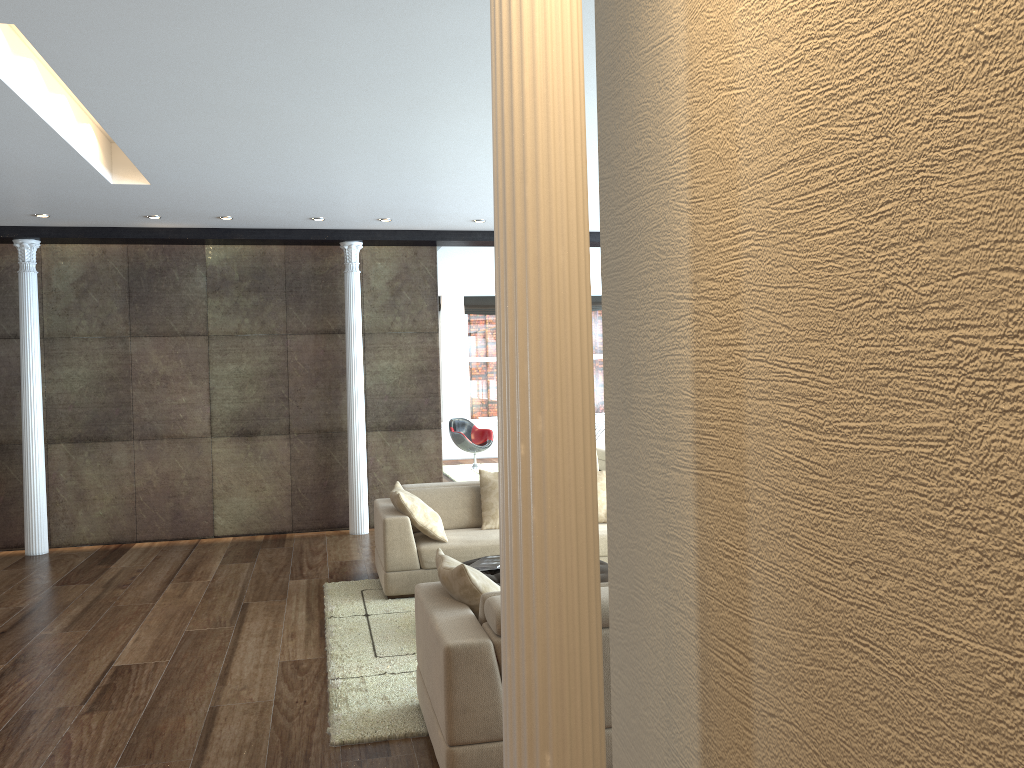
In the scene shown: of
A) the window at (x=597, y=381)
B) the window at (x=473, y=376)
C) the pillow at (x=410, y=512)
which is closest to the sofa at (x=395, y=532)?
the pillow at (x=410, y=512)

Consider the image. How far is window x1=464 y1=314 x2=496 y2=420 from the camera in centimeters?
1655cm

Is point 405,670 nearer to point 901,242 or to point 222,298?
point 901,242

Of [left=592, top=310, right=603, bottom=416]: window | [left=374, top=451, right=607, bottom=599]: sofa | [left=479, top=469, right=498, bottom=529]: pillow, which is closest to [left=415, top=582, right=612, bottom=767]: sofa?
[left=374, top=451, right=607, bottom=599]: sofa

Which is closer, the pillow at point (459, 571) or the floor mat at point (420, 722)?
the pillow at point (459, 571)

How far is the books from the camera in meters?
5.5

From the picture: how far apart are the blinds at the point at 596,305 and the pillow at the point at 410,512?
10.83m

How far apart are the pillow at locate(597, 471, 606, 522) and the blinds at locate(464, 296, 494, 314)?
9.7 meters

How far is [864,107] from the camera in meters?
1.1 m

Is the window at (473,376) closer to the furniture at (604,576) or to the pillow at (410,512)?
the pillow at (410,512)
